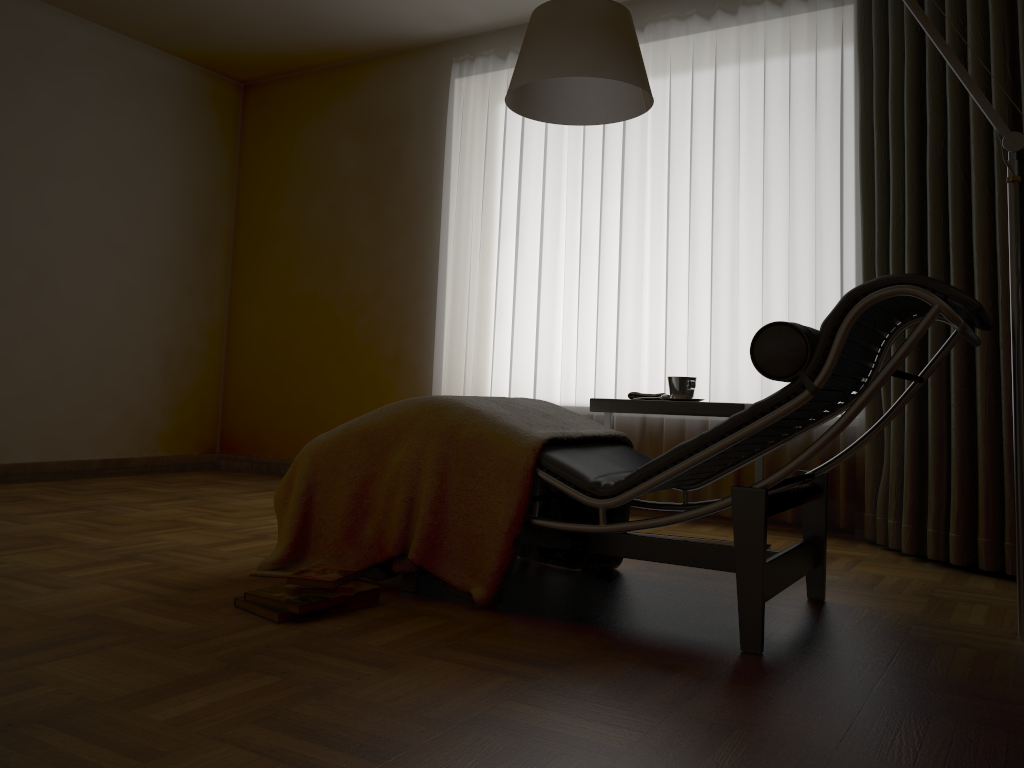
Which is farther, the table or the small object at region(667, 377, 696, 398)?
the small object at region(667, 377, 696, 398)

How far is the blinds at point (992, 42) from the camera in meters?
2.8

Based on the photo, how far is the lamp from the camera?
2.1 meters

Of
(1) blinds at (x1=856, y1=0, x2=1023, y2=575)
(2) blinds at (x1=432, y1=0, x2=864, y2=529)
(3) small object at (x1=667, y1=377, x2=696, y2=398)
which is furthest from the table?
(2) blinds at (x1=432, y1=0, x2=864, y2=529)

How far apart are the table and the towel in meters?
0.2

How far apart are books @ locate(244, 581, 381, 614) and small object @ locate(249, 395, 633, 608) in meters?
0.1

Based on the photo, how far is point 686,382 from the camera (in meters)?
2.91

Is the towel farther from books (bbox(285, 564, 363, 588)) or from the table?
books (bbox(285, 564, 363, 588))

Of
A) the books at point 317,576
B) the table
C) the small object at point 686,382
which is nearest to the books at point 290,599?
the books at point 317,576

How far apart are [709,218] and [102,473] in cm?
350
